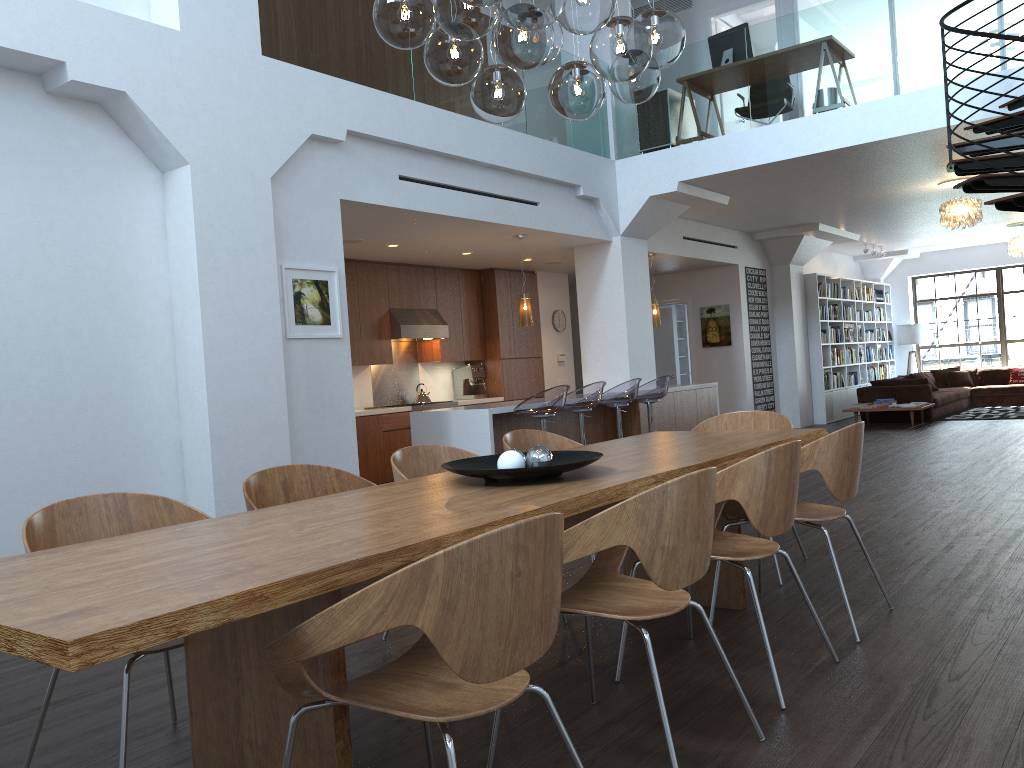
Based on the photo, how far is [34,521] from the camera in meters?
2.7 m

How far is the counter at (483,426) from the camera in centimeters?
742cm

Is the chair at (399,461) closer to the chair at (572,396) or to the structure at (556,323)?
the chair at (572,396)

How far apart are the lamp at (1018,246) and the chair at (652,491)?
13.9 meters

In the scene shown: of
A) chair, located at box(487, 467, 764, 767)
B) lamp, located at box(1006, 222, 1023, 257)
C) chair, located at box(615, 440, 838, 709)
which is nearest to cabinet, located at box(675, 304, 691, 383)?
lamp, located at box(1006, 222, 1023, 257)

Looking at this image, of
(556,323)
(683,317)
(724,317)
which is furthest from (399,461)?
(683,317)

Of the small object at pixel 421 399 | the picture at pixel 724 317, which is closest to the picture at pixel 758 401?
the picture at pixel 724 317

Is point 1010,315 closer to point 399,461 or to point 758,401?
point 758,401

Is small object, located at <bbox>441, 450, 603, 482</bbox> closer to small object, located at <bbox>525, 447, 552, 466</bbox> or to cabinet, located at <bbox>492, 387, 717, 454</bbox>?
small object, located at <bbox>525, 447, 552, 466</bbox>

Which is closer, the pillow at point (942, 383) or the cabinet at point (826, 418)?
the cabinet at point (826, 418)
